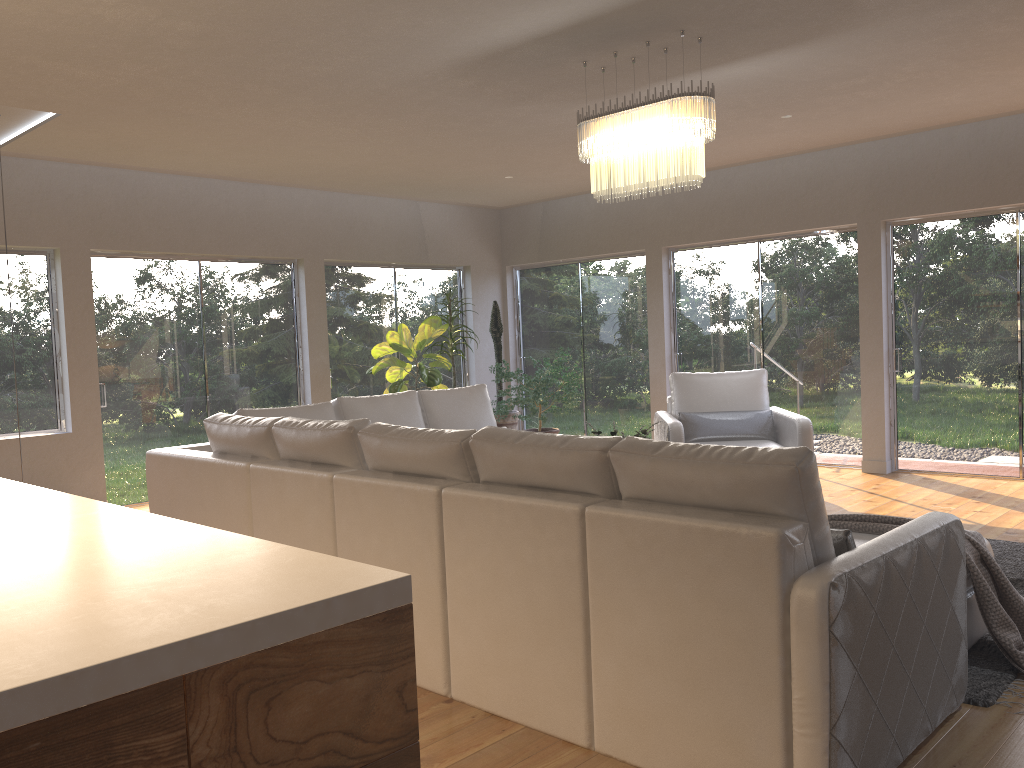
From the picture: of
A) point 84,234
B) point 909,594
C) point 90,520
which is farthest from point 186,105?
point 909,594

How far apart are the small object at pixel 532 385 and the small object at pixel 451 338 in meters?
0.7

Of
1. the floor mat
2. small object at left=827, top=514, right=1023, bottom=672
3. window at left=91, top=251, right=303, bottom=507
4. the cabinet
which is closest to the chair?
the floor mat

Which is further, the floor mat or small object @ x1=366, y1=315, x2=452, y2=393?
small object @ x1=366, y1=315, x2=452, y2=393

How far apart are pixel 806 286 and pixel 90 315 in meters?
6.1

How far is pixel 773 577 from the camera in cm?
225

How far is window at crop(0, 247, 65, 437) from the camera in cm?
679

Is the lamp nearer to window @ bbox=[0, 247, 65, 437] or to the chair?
the chair

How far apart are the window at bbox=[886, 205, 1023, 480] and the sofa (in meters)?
3.67

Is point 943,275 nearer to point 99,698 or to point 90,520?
point 90,520
